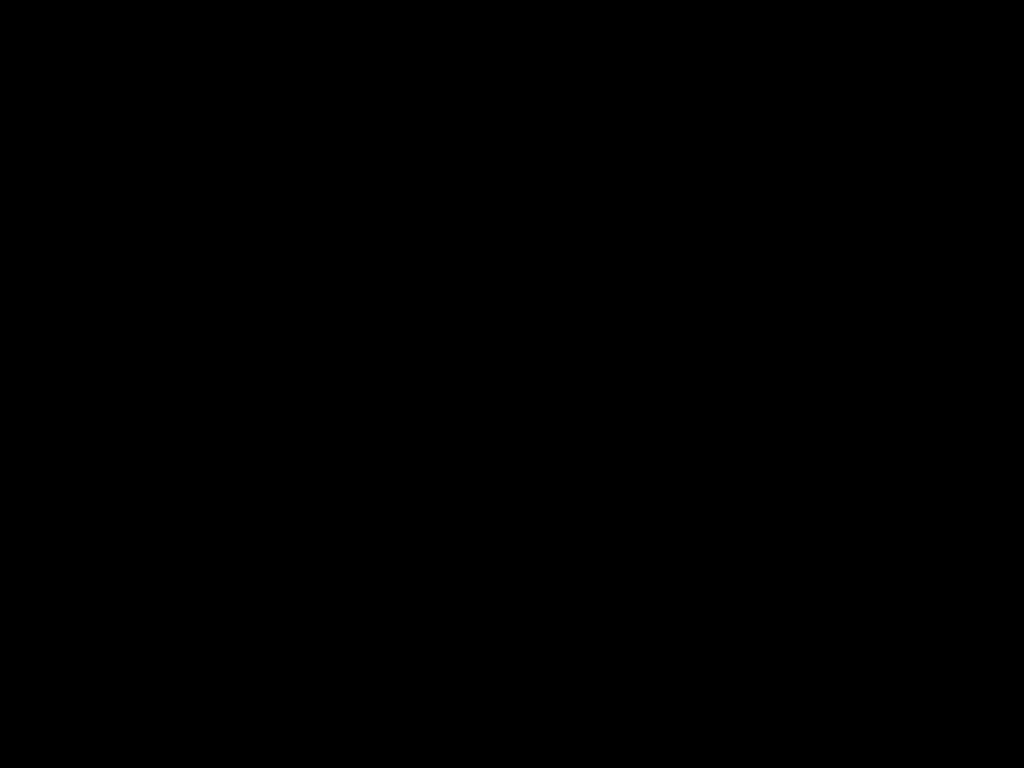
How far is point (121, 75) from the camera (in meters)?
0.52

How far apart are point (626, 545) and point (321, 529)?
0.65m

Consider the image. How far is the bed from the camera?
0.52m

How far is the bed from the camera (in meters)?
0.52
